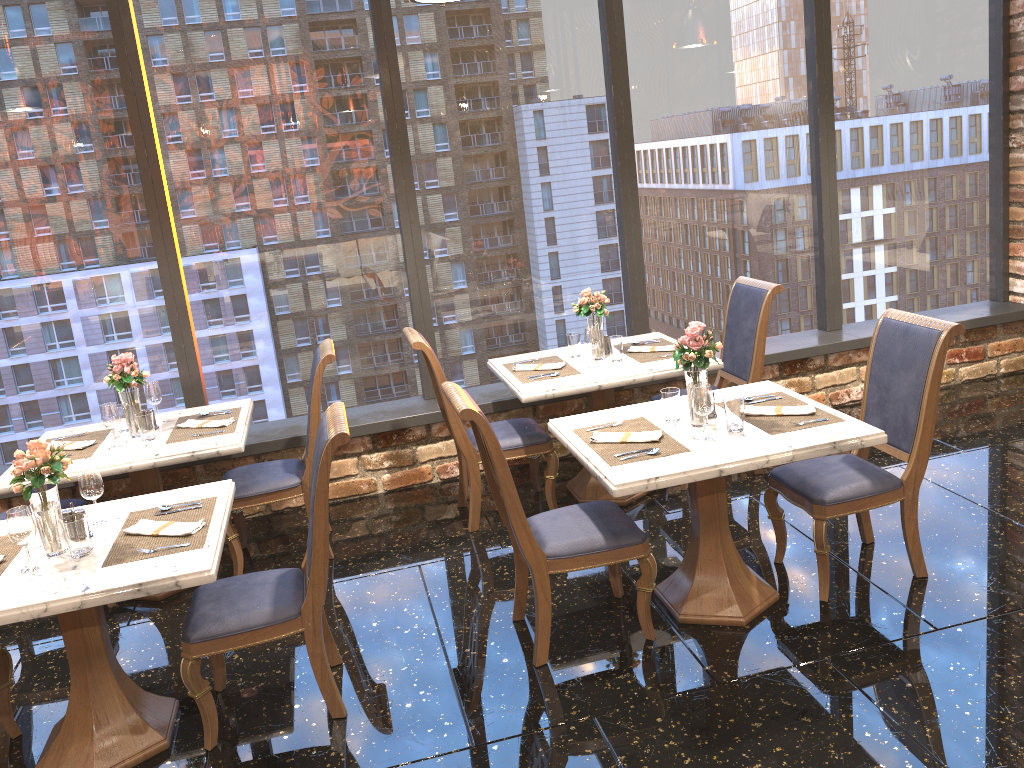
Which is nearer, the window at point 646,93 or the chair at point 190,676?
the chair at point 190,676

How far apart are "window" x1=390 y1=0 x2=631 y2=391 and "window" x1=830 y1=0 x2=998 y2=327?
1.6 meters

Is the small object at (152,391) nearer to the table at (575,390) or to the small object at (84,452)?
the small object at (84,452)

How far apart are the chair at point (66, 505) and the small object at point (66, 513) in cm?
147

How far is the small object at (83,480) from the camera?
3.2 meters

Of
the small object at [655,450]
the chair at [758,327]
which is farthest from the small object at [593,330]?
the small object at [655,450]

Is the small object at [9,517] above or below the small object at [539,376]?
above

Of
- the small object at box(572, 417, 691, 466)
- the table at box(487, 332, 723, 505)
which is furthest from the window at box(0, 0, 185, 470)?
the small object at box(572, 417, 691, 466)

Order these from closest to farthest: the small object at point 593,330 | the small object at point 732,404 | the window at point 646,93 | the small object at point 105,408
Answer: the small object at point 732,404 < the small object at point 105,408 < the small object at point 593,330 < the window at point 646,93

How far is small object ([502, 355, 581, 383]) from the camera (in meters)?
4.60
